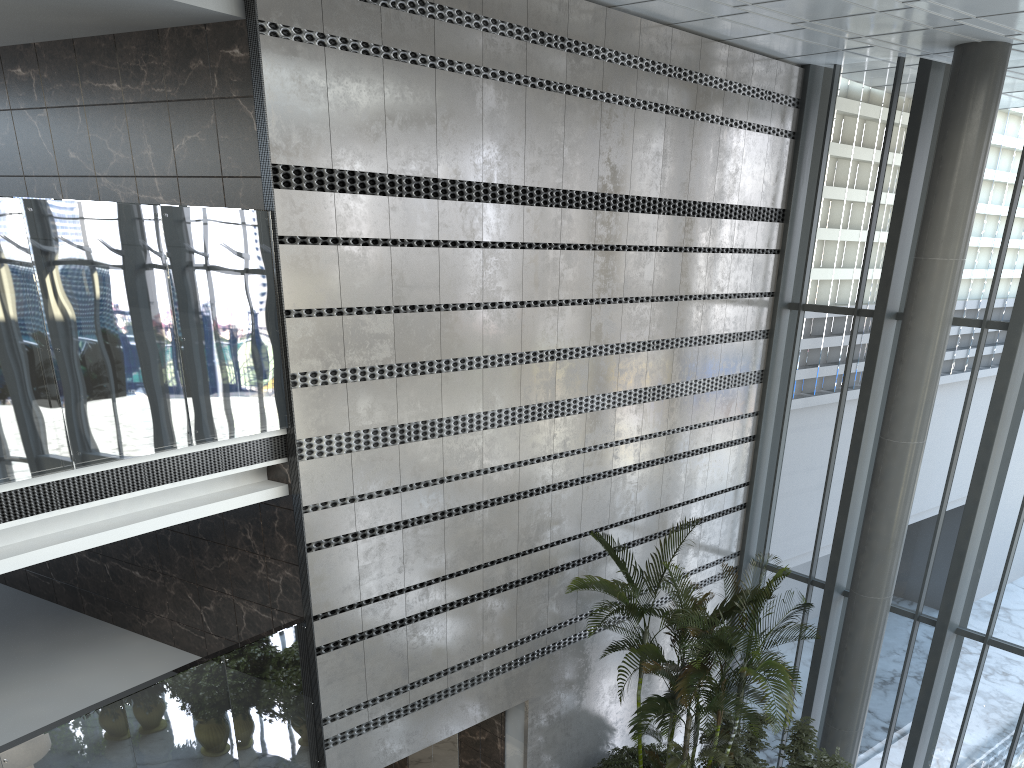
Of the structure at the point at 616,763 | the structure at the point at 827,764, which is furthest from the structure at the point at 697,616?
the structure at the point at 616,763

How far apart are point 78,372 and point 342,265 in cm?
212

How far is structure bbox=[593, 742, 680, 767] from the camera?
9.1m

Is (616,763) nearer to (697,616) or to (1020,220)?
(697,616)

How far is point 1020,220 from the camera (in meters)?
9.11

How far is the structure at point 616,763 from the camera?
9.05m

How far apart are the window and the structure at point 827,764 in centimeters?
133cm

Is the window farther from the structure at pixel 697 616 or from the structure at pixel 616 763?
the structure at pixel 616 763

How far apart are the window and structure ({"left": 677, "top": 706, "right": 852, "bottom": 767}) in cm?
133

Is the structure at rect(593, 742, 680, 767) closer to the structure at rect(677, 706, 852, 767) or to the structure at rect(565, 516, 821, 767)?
the structure at rect(565, 516, 821, 767)
